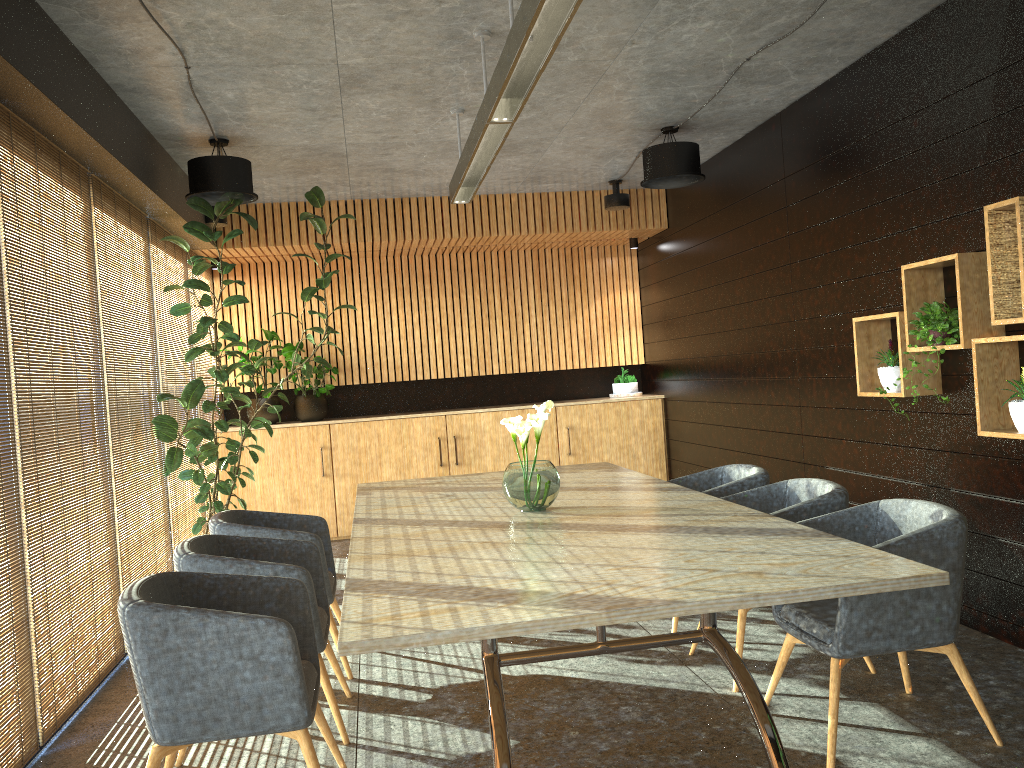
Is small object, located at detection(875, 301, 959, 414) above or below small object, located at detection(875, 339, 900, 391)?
above

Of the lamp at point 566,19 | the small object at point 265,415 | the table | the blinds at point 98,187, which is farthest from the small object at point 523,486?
the small object at point 265,415

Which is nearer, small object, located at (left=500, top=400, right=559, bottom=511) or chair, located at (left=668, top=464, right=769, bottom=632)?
small object, located at (left=500, top=400, right=559, bottom=511)

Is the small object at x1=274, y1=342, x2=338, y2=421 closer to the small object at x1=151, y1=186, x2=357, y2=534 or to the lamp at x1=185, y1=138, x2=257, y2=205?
the small object at x1=151, y1=186, x2=357, y2=534

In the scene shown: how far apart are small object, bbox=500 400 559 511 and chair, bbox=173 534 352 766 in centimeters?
103cm

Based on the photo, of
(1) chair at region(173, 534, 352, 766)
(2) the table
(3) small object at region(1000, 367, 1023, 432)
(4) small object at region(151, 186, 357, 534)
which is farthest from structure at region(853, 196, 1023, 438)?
(4) small object at region(151, 186, 357, 534)

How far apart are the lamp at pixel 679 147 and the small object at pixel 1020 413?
3.29m

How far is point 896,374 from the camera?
5.2 meters

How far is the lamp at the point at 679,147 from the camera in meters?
6.9

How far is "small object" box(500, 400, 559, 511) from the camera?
4.3m
